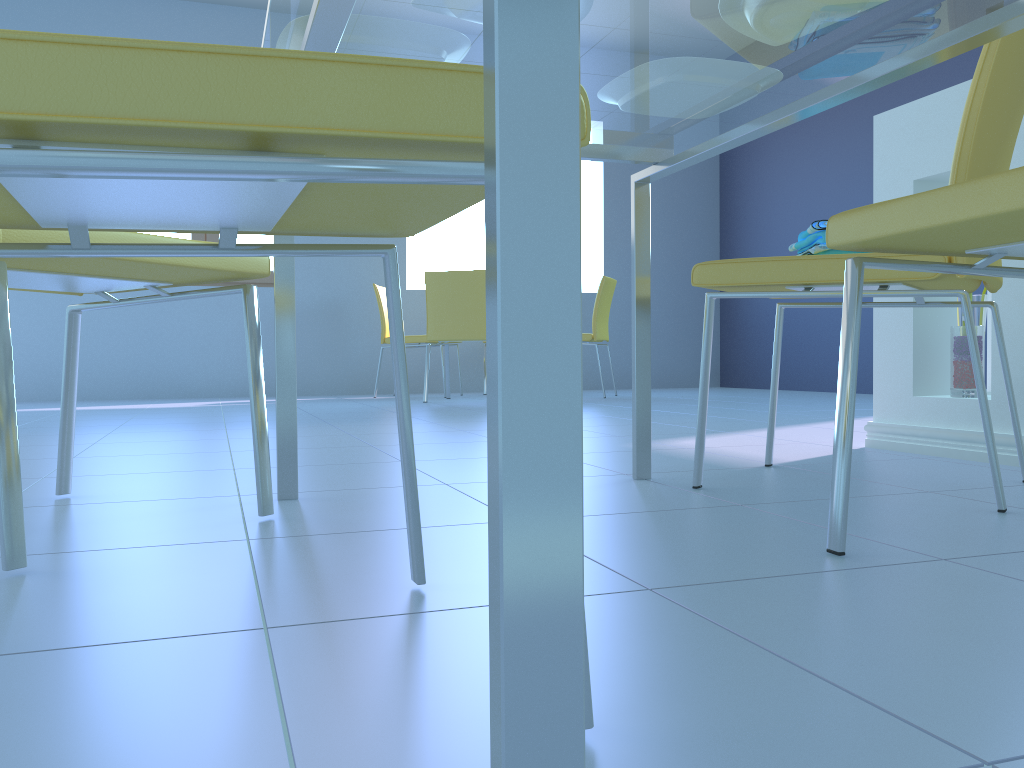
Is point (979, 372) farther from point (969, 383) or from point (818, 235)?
point (969, 383)

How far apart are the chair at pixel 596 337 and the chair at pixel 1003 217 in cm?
405

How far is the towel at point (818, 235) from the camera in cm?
144

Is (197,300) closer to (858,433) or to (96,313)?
(96,313)

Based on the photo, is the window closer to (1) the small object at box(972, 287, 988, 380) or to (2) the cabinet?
(2) the cabinet

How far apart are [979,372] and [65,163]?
1.20m

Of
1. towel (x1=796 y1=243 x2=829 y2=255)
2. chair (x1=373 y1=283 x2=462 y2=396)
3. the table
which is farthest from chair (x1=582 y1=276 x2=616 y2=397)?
towel (x1=796 y1=243 x2=829 y2=255)

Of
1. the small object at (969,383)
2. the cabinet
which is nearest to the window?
the cabinet

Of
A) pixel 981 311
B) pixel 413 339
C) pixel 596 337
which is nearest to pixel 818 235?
pixel 981 311

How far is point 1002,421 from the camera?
1.8 meters
